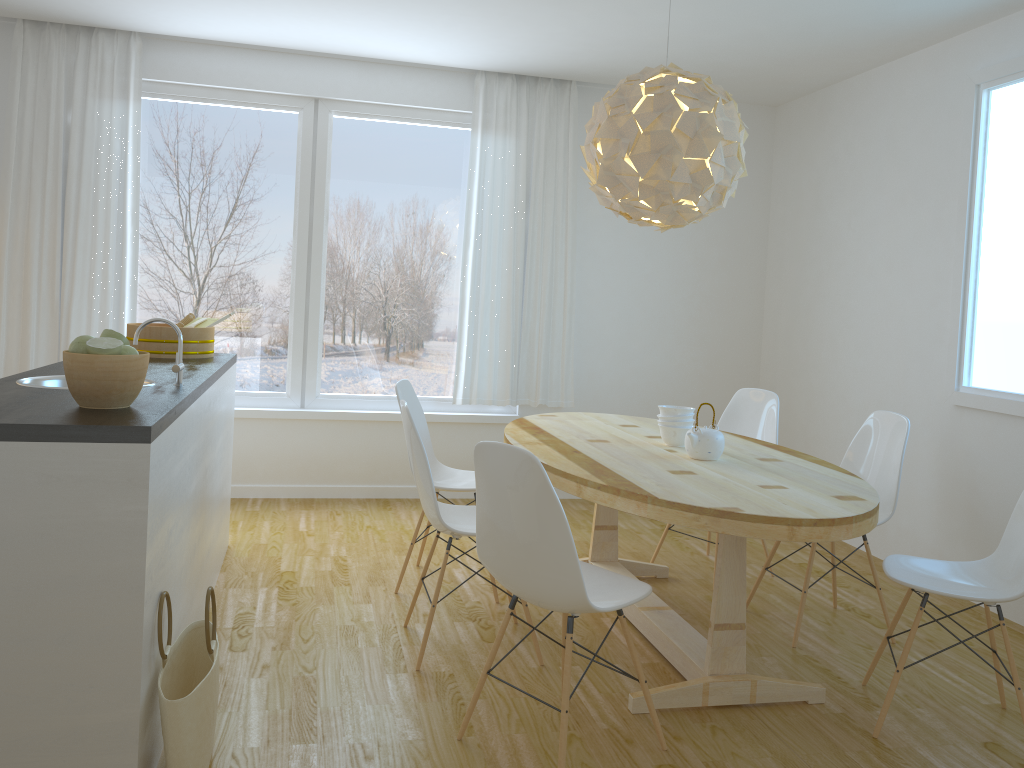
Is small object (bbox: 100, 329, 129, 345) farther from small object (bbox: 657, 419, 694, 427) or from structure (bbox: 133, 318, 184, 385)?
small object (bbox: 657, 419, 694, 427)

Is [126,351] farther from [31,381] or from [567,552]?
[567,552]

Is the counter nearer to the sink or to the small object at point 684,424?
the sink

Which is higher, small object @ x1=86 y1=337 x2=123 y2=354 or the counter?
small object @ x1=86 y1=337 x2=123 y2=354

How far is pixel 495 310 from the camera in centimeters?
555cm

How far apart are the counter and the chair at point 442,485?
0.74m

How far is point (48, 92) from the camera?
4.9m

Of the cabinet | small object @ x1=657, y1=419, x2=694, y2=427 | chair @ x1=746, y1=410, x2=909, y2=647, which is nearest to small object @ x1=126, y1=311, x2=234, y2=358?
the cabinet

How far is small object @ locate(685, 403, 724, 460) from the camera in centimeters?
327cm

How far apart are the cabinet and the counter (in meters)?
0.01
